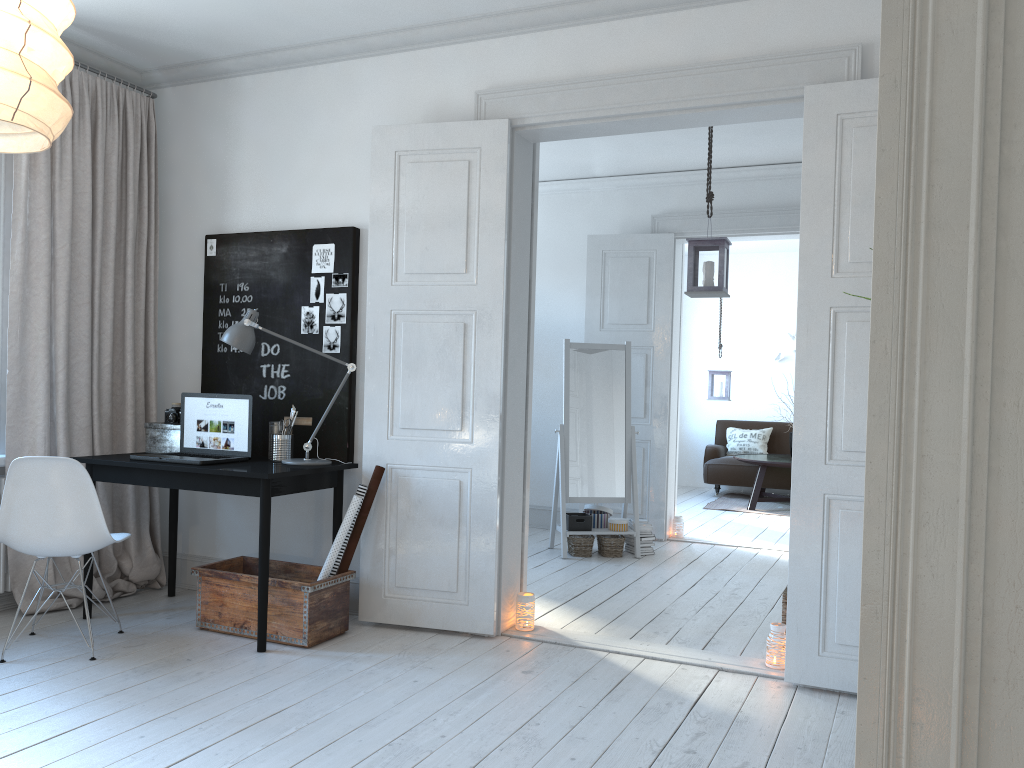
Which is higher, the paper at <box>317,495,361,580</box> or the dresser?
the dresser

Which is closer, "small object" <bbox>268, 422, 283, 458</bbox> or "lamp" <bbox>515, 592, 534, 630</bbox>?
"lamp" <bbox>515, 592, 534, 630</bbox>

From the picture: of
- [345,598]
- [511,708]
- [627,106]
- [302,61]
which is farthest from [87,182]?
[511,708]

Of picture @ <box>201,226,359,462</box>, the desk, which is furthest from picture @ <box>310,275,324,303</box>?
the desk

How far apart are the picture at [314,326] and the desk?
0.7m

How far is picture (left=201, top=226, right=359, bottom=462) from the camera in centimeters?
437cm

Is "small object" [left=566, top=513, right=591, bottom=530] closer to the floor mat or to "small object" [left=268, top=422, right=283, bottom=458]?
"small object" [left=268, top=422, right=283, bottom=458]

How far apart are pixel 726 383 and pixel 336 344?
5.77m

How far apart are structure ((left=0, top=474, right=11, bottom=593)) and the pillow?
7.6m

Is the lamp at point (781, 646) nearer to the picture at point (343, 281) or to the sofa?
the picture at point (343, 281)
